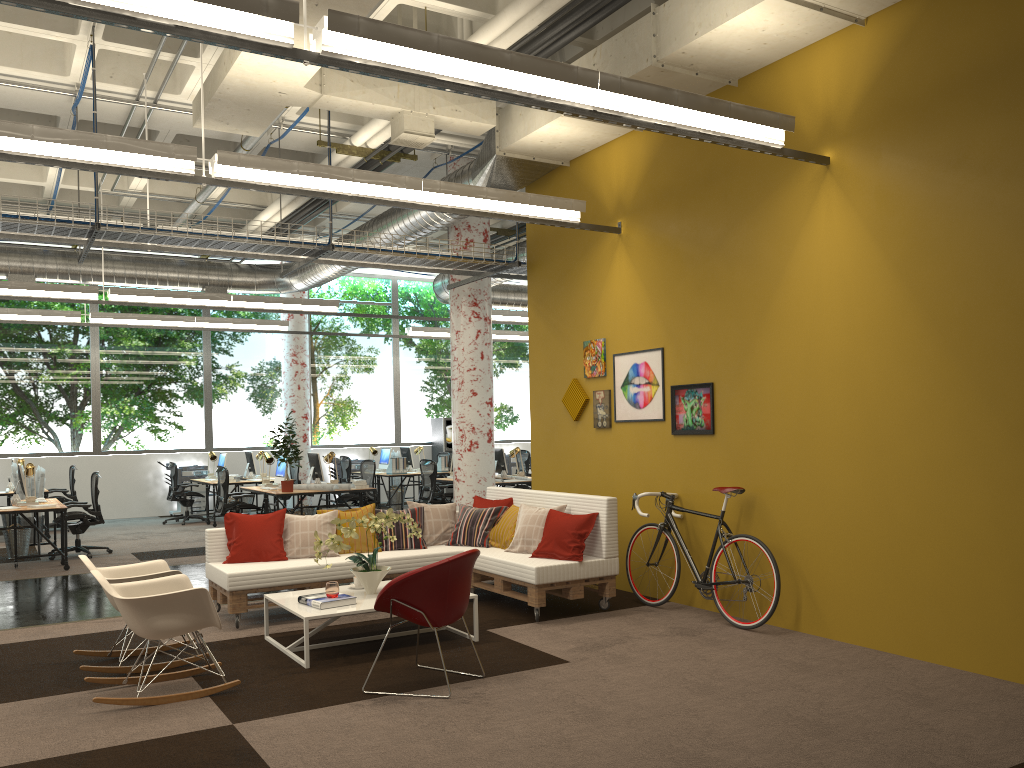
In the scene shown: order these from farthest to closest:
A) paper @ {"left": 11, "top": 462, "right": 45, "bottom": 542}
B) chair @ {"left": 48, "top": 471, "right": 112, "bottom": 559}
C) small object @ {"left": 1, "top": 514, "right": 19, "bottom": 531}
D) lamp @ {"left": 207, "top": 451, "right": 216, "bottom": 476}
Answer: lamp @ {"left": 207, "top": 451, "right": 216, "bottom": 476}, small object @ {"left": 1, "top": 514, "right": 19, "bottom": 531}, paper @ {"left": 11, "top": 462, "right": 45, "bottom": 542}, chair @ {"left": 48, "top": 471, "right": 112, "bottom": 559}

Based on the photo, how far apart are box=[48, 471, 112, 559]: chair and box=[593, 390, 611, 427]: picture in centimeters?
677cm

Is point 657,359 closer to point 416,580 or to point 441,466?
point 416,580

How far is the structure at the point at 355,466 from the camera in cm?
1841

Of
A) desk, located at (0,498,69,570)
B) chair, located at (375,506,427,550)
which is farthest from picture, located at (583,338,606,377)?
desk, located at (0,498,69,570)

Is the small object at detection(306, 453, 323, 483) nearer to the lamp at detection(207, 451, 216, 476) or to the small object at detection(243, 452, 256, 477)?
the small object at detection(243, 452, 256, 477)

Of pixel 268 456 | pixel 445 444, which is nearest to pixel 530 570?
pixel 268 456

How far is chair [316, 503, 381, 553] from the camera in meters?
7.7 m

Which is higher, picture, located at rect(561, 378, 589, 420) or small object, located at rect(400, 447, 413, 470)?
picture, located at rect(561, 378, 589, 420)

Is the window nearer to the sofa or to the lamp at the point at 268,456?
the lamp at the point at 268,456
